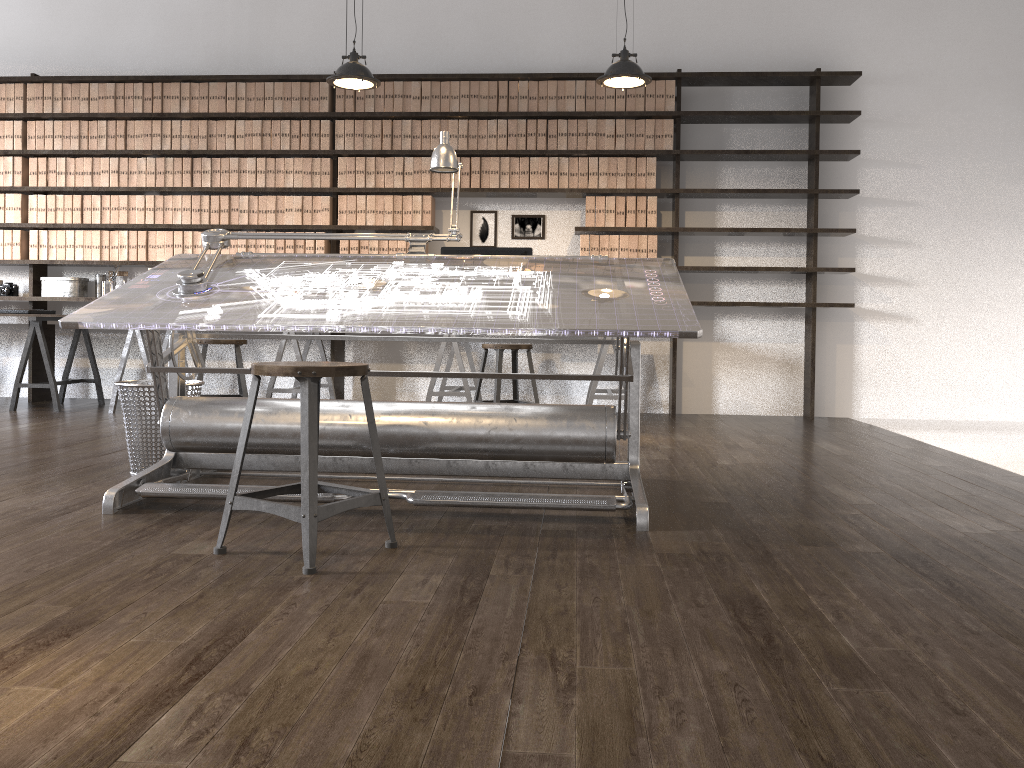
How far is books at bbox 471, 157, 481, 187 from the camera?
6.30m

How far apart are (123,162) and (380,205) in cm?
194

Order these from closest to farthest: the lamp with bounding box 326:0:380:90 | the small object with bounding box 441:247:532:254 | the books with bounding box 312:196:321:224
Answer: the lamp with bounding box 326:0:380:90, the small object with bounding box 441:247:532:254, the books with bounding box 312:196:321:224

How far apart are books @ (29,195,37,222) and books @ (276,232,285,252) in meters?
1.9

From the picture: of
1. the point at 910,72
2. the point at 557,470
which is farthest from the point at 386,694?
the point at 910,72

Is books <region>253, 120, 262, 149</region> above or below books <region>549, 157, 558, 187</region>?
above

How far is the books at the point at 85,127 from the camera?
6.5m

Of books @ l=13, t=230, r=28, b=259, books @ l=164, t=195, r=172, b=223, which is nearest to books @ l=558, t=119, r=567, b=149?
books @ l=164, t=195, r=172, b=223

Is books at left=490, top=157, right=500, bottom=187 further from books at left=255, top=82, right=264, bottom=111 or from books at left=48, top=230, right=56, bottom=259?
books at left=48, top=230, right=56, bottom=259

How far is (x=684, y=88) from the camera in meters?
6.4
